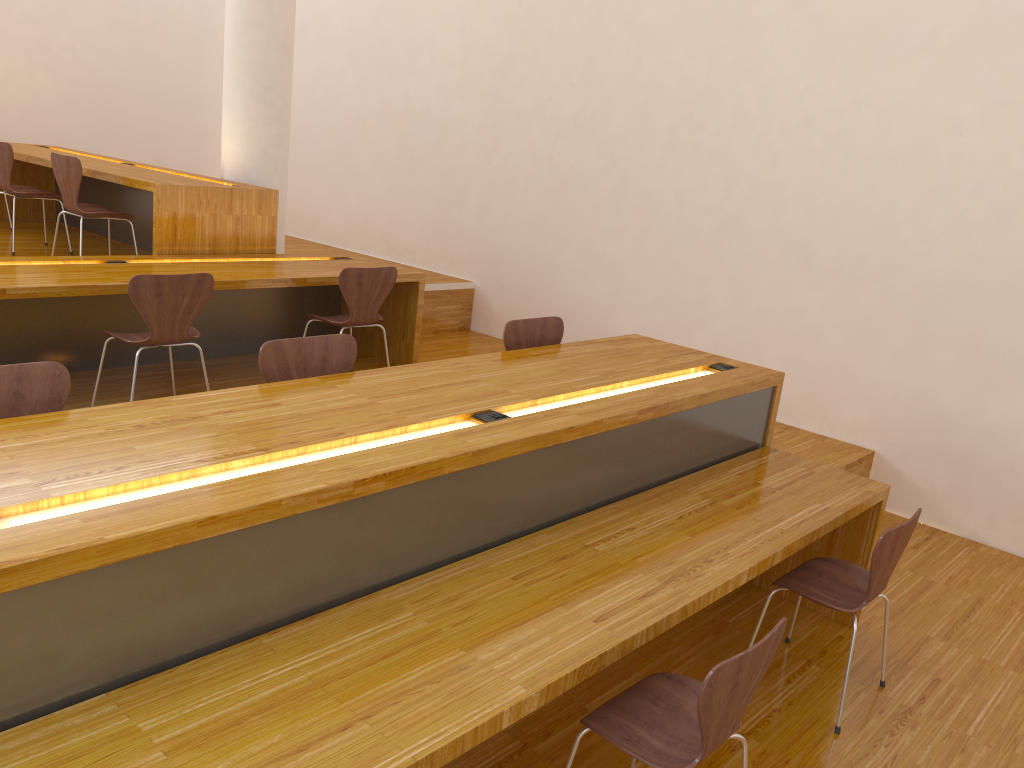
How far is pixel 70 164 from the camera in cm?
492

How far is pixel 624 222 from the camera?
5.82m

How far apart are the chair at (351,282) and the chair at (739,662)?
2.9m

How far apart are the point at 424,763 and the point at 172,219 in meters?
4.0

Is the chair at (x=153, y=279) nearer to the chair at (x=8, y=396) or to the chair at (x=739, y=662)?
the chair at (x=8, y=396)

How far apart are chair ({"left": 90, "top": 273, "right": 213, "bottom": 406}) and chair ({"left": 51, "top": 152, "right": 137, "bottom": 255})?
1.4m

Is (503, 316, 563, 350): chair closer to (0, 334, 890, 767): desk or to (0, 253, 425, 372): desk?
(0, 334, 890, 767): desk

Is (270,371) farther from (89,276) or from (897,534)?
(897,534)

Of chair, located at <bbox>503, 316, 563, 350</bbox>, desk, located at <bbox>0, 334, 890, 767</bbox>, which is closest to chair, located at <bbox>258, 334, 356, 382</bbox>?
desk, located at <bbox>0, 334, 890, 767</bbox>

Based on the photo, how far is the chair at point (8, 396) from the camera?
2.28m
